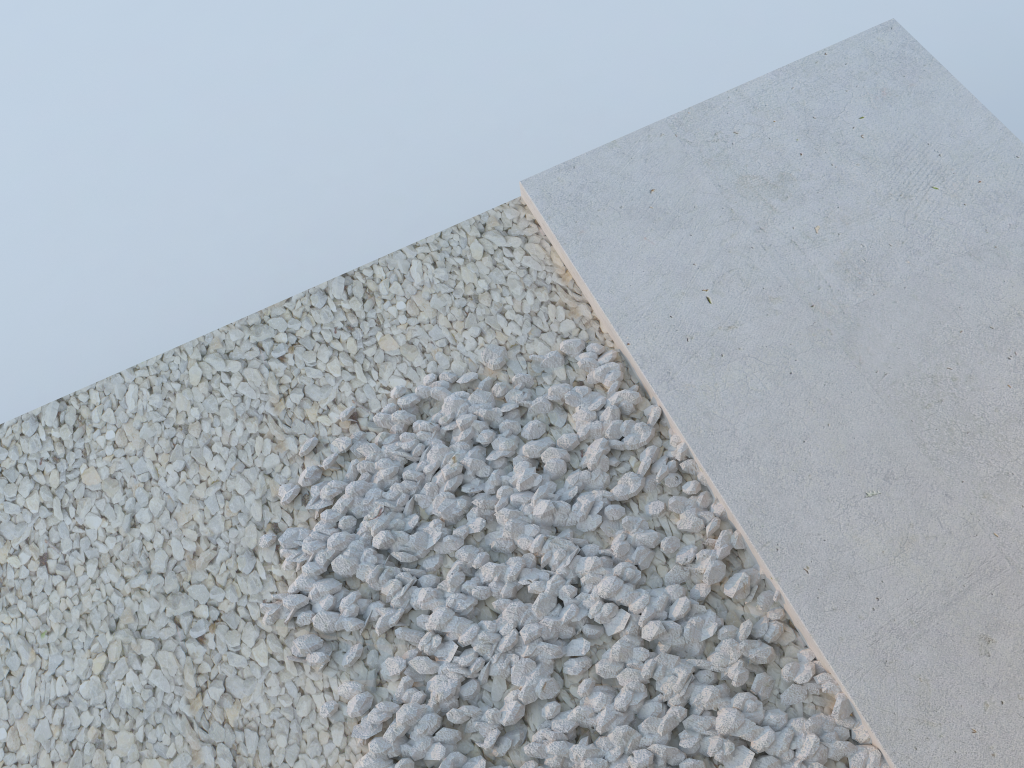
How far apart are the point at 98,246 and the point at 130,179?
0.32m

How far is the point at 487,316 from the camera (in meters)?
2.11
